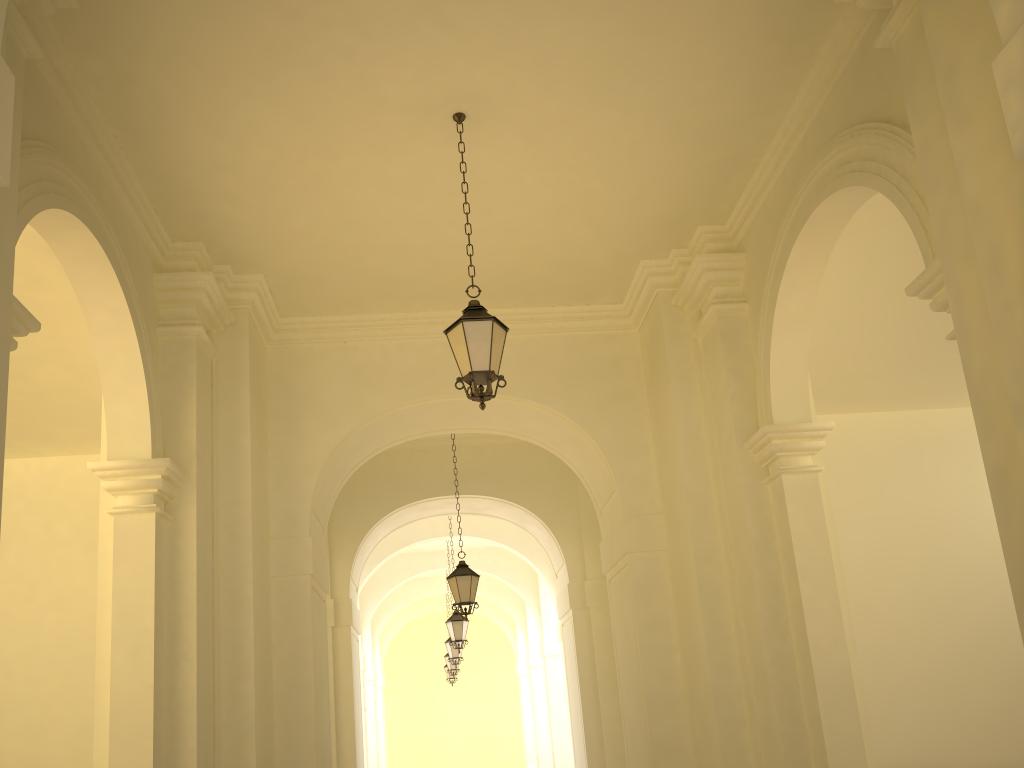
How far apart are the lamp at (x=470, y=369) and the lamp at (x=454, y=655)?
15.1 meters

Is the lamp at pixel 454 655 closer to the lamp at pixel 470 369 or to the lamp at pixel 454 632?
the lamp at pixel 454 632

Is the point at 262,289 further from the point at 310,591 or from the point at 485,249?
the point at 310,591

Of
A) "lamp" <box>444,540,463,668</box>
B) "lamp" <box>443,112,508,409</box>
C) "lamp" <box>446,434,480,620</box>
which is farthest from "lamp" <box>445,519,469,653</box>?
"lamp" <box>443,112,508,409</box>

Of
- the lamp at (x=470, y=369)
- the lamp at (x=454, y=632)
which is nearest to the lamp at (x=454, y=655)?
the lamp at (x=454, y=632)

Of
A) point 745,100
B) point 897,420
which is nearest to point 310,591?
point 745,100

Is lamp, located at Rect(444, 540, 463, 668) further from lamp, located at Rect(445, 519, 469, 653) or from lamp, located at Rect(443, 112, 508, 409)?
lamp, located at Rect(443, 112, 508, 409)

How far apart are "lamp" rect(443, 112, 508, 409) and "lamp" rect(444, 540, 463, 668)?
15.1m

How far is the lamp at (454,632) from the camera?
17.0m

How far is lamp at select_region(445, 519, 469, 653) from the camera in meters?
17.0
